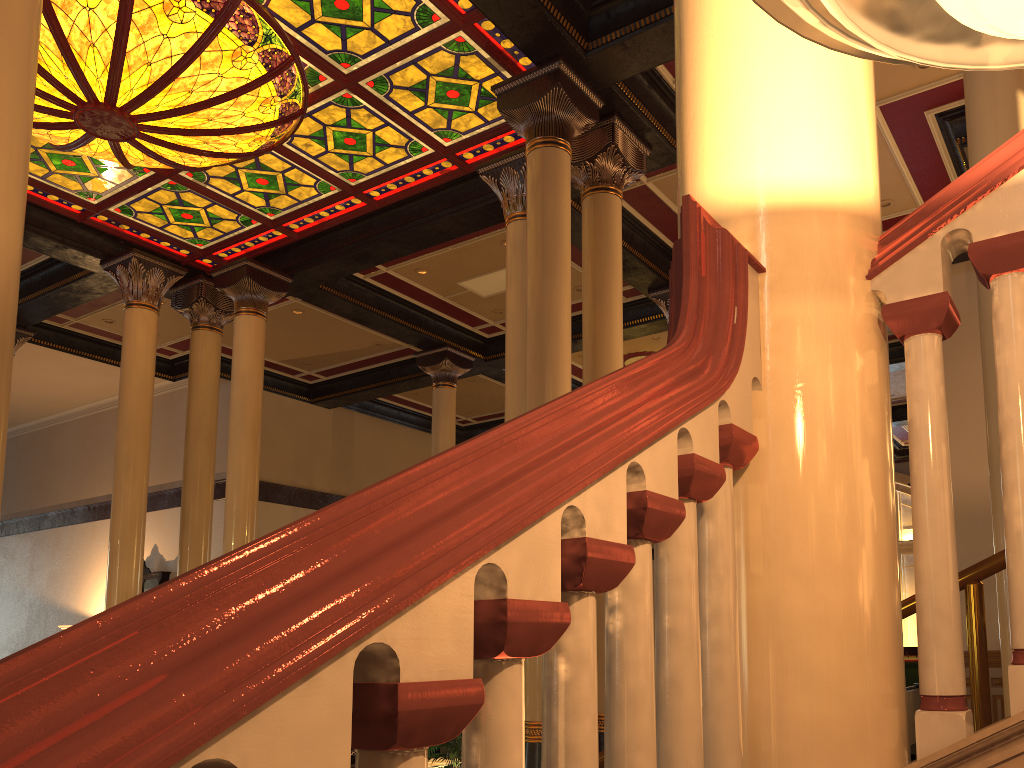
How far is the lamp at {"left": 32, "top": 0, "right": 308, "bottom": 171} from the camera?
6.6m

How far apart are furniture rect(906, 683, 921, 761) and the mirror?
11.6m

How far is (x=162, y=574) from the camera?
14.93m

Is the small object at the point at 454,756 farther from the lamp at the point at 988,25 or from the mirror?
the mirror

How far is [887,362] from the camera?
1.41m

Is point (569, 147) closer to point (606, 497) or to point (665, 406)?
point (665, 406)

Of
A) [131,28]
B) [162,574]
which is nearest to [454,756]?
[131,28]

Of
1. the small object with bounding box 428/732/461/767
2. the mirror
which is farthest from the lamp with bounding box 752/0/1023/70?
the mirror

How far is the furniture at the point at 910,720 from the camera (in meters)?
9.66

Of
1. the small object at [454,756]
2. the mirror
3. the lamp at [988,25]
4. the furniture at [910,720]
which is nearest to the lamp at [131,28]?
the small object at [454,756]
